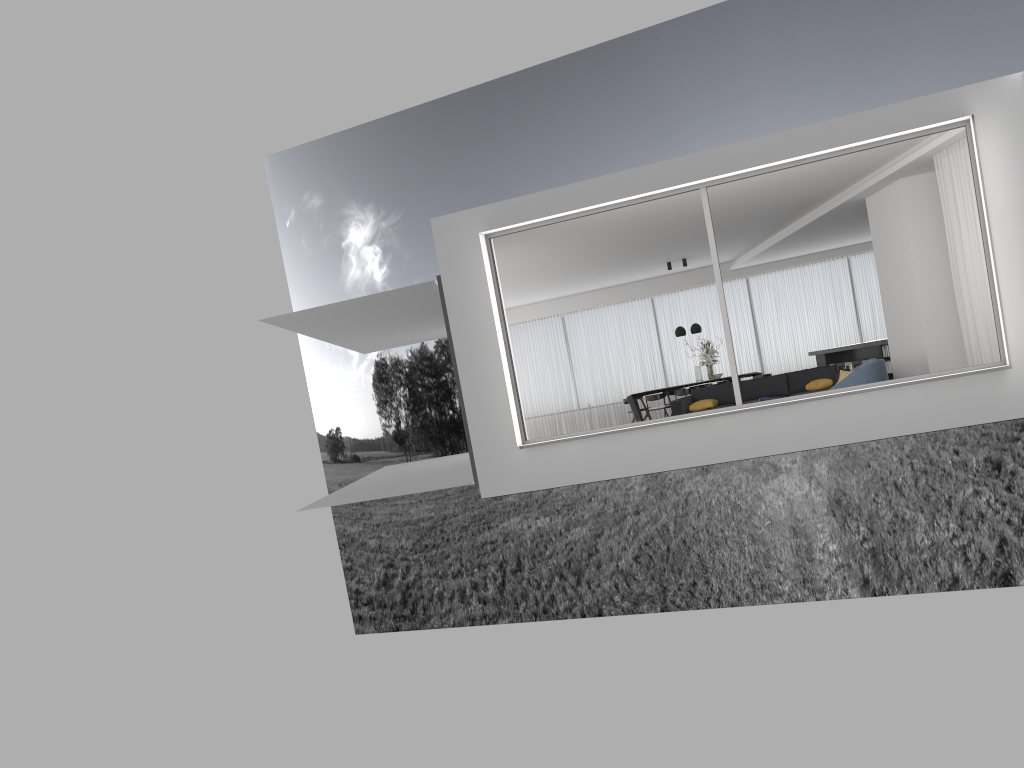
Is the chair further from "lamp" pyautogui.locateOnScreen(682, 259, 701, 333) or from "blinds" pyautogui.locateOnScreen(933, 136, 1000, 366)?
"lamp" pyautogui.locateOnScreen(682, 259, 701, 333)

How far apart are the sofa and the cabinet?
1.38m

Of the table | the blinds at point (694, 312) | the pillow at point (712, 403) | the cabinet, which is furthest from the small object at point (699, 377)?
the pillow at point (712, 403)

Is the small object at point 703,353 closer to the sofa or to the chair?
the sofa

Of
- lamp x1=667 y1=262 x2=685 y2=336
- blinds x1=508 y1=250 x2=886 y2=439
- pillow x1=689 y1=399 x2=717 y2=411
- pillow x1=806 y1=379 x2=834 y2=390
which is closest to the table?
lamp x1=667 y1=262 x2=685 y2=336

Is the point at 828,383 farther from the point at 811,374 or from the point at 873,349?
the point at 873,349

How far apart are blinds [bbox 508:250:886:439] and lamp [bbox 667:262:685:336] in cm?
226

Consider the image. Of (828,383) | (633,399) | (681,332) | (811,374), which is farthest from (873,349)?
(633,399)

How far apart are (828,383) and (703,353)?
4.62m

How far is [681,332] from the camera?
17.10m
